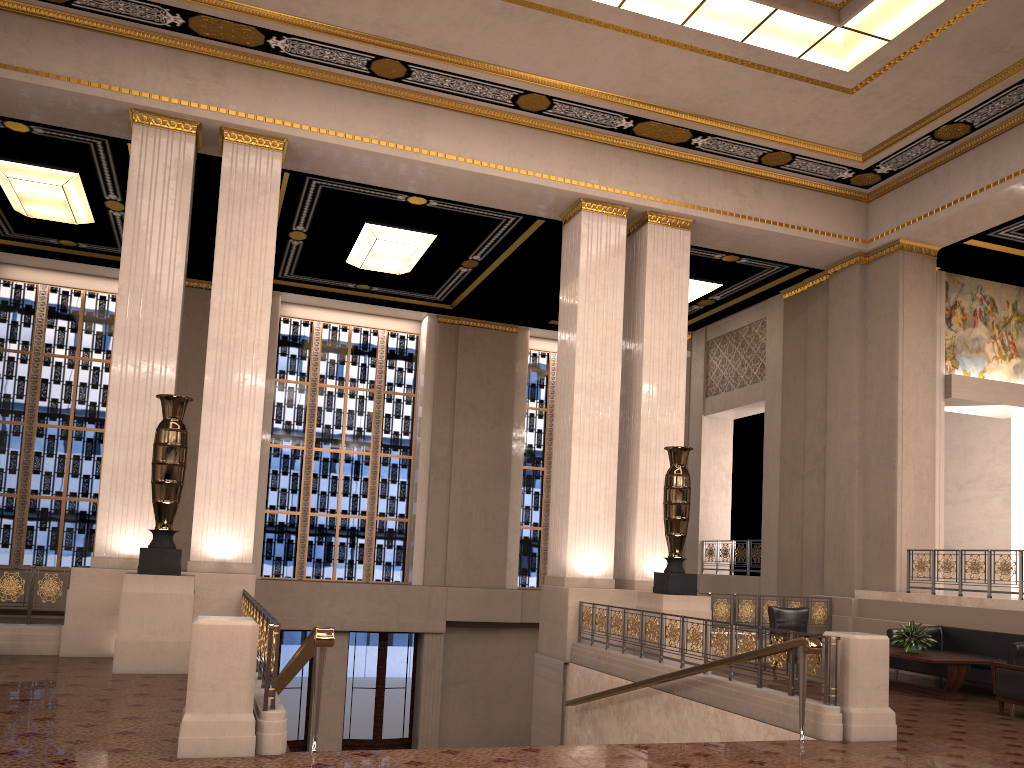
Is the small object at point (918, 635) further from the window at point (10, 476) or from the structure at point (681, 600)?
the window at point (10, 476)

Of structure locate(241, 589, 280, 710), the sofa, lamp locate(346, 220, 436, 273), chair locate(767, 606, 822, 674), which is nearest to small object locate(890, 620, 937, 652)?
the sofa

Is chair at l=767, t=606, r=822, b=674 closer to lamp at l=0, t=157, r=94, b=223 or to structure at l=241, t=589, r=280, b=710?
structure at l=241, t=589, r=280, b=710

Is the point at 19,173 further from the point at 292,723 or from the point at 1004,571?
the point at 1004,571

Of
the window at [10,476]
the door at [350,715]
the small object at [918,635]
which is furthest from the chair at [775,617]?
the window at [10,476]

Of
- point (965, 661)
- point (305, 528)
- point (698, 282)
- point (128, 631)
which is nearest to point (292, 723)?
point (305, 528)

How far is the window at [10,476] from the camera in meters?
16.2 m

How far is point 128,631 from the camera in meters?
8.4

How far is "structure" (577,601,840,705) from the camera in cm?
715

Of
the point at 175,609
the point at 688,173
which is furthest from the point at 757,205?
the point at 175,609
